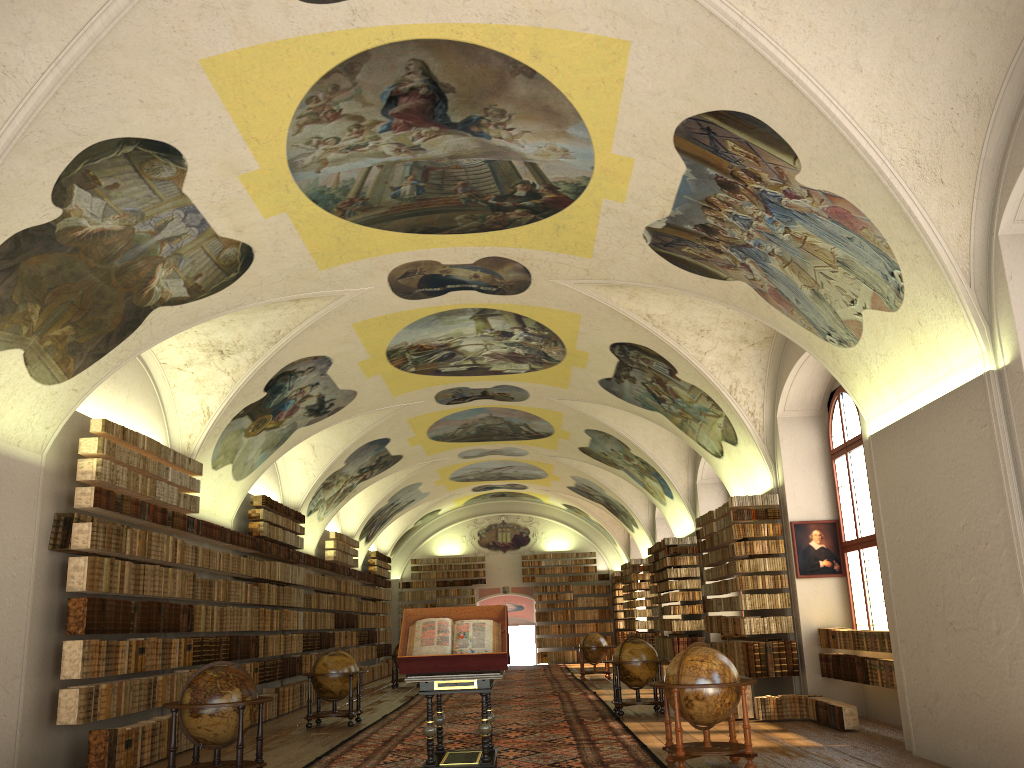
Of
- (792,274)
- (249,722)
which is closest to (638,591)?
(792,274)

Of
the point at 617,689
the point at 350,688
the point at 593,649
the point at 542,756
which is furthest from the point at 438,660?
the point at 593,649

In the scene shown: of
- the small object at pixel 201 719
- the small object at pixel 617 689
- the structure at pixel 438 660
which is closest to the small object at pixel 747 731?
the structure at pixel 438 660

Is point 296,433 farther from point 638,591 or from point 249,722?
point 638,591

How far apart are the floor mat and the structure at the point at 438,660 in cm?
20

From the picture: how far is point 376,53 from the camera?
9.18m

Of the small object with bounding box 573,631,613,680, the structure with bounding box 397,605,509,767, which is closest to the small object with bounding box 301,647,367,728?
the structure with bounding box 397,605,509,767

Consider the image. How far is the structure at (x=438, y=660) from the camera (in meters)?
10.05

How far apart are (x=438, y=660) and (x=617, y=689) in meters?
7.6 m

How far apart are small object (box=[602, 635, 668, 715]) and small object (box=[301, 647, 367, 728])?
4.8 meters
